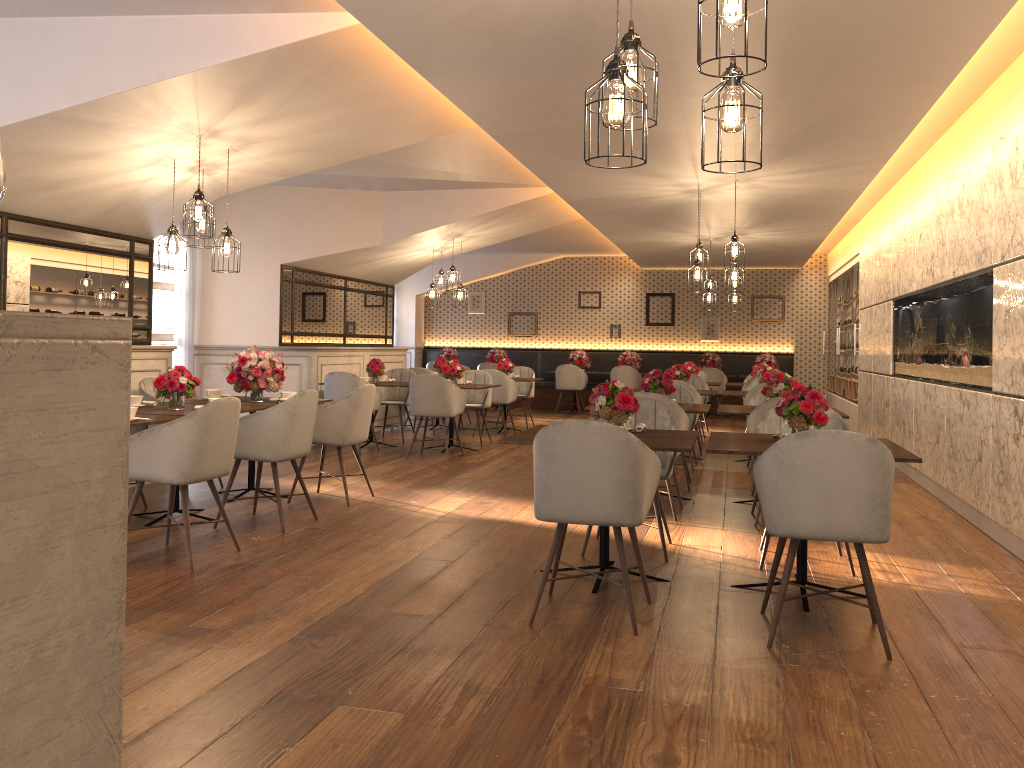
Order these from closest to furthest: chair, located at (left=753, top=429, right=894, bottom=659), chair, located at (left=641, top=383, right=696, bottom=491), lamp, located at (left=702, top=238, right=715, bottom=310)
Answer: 1. chair, located at (left=753, top=429, right=894, bottom=659)
2. chair, located at (left=641, top=383, right=696, bottom=491)
3. lamp, located at (left=702, top=238, right=715, bottom=310)

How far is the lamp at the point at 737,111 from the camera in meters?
2.5

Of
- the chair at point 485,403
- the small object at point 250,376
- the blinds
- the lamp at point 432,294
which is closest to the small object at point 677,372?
the chair at point 485,403

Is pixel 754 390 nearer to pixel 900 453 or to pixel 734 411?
pixel 734 411

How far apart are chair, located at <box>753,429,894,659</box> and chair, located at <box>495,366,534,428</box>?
8.66m

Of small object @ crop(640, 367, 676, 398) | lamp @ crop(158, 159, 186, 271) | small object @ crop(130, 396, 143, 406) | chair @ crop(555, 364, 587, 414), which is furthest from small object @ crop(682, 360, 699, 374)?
small object @ crop(130, 396, 143, 406)

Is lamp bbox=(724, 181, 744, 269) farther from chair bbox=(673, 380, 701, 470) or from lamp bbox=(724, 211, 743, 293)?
chair bbox=(673, 380, 701, 470)

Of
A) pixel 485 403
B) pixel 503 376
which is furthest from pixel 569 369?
pixel 485 403

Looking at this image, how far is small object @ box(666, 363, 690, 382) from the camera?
9.4 meters

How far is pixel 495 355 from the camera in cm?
1621
